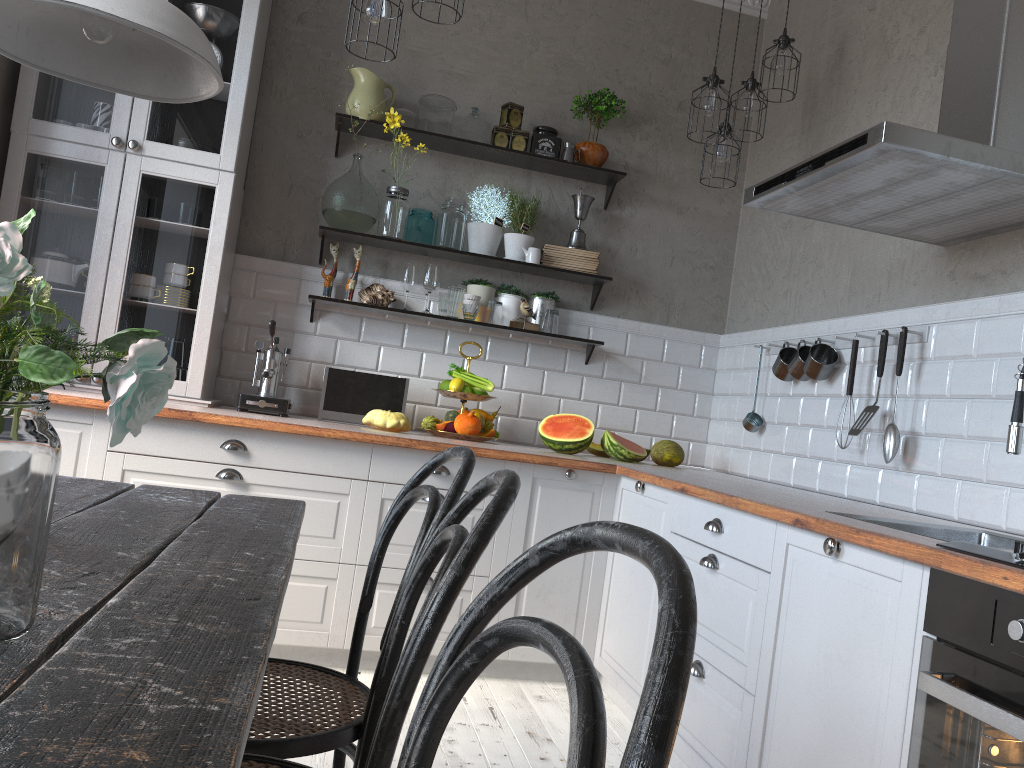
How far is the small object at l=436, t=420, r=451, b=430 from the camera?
3.7 meters

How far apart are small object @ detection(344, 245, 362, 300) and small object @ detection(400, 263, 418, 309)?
0.21m

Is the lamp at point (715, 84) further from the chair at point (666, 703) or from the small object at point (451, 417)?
the chair at point (666, 703)

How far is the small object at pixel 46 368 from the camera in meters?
0.8 m

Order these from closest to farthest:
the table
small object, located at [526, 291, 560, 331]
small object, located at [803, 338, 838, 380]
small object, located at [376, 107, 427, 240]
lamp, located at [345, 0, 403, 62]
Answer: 1. the table
2. lamp, located at [345, 0, 403, 62]
3. small object, located at [803, 338, 838, 380]
4. small object, located at [376, 107, 427, 240]
5. small object, located at [526, 291, 560, 331]

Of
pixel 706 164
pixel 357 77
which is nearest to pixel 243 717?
pixel 357 77

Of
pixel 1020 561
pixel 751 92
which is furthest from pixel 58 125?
pixel 1020 561

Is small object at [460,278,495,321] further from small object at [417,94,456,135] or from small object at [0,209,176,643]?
small object at [0,209,176,643]

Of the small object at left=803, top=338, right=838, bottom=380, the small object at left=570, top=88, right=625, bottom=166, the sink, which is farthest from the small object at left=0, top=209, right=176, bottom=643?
the small object at left=570, top=88, right=625, bottom=166

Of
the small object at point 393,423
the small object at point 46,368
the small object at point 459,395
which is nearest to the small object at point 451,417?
the small object at point 459,395
